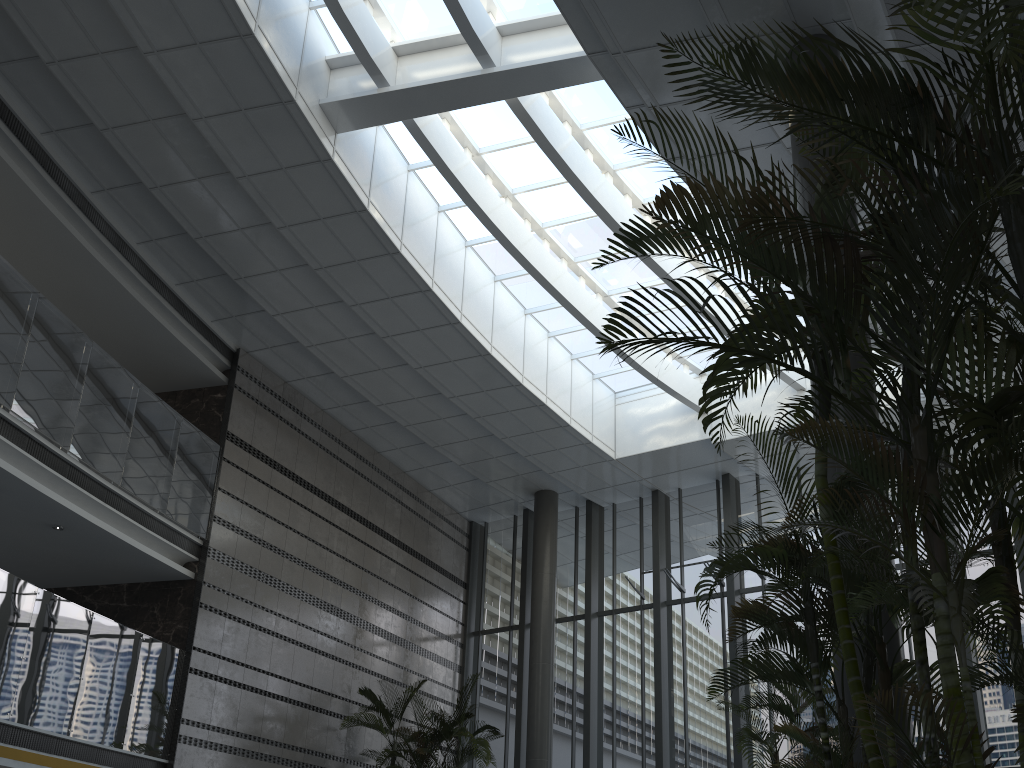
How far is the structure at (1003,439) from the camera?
2.5m

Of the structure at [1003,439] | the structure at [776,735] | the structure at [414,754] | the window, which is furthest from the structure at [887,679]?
the structure at [414,754]

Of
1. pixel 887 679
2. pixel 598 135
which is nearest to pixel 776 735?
pixel 887 679

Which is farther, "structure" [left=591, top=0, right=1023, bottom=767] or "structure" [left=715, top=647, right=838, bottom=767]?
"structure" [left=715, top=647, right=838, bottom=767]

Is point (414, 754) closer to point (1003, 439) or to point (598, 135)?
point (598, 135)

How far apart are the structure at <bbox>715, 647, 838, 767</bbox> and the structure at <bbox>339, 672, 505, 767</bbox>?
5.6m

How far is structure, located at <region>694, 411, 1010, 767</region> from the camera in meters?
3.9

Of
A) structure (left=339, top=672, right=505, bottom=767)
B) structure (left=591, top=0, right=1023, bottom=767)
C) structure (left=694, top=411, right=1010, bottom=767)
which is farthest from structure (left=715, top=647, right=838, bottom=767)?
structure (left=339, top=672, right=505, bottom=767)

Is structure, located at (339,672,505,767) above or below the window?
below

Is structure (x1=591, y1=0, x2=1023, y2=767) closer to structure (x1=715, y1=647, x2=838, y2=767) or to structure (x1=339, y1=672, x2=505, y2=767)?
structure (x1=715, y1=647, x2=838, y2=767)
